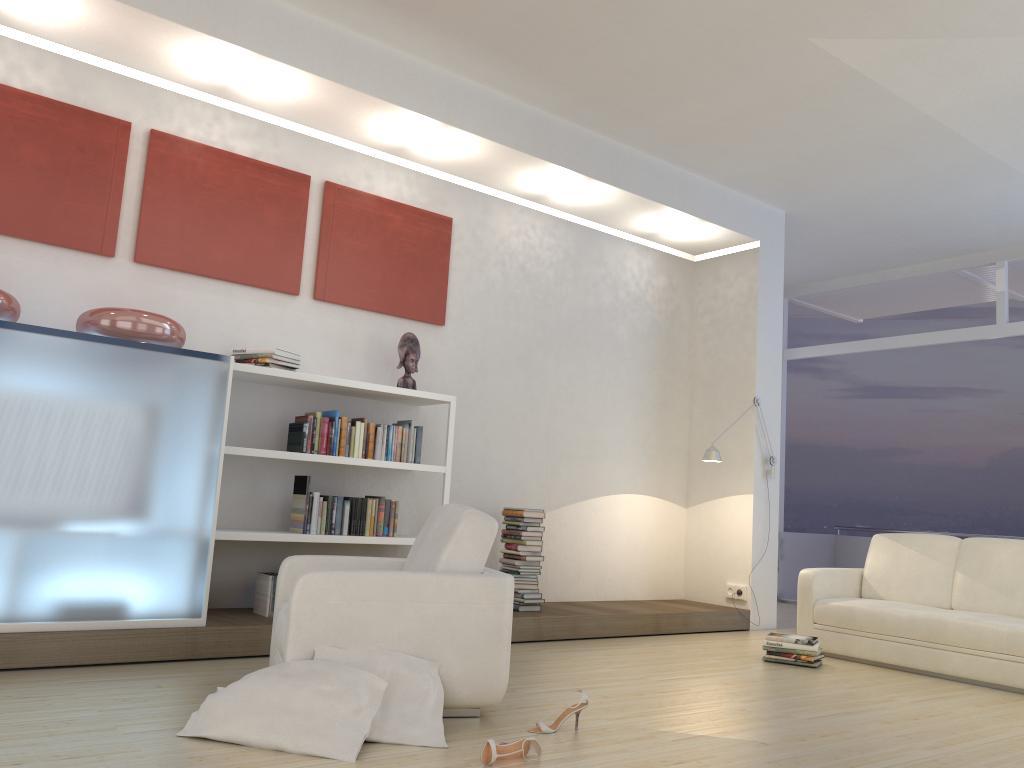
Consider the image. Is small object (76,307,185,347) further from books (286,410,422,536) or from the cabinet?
books (286,410,422,536)

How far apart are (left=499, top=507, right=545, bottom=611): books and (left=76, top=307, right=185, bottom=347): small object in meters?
2.5 m

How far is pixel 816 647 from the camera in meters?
5.5

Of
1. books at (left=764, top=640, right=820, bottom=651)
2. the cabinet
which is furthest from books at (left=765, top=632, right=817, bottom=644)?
the cabinet

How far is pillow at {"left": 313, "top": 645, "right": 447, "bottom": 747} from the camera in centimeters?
318cm

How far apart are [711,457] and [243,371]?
3.62m

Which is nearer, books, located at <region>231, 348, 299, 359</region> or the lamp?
books, located at <region>231, 348, 299, 359</region>

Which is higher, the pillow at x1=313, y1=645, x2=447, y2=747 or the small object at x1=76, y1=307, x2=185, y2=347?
the small object at x1=76, y1=307, x2=185, y2=347

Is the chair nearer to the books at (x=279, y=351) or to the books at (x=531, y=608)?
the books at (x=279, y=351)

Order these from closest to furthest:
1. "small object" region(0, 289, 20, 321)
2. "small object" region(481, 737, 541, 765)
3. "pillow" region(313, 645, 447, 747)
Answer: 1. "small object" region(481, 737, 541, 765)
2. "pillow" region(313, 645, 447, 747)
3. "small object" region(0, 289, 20, 321)
